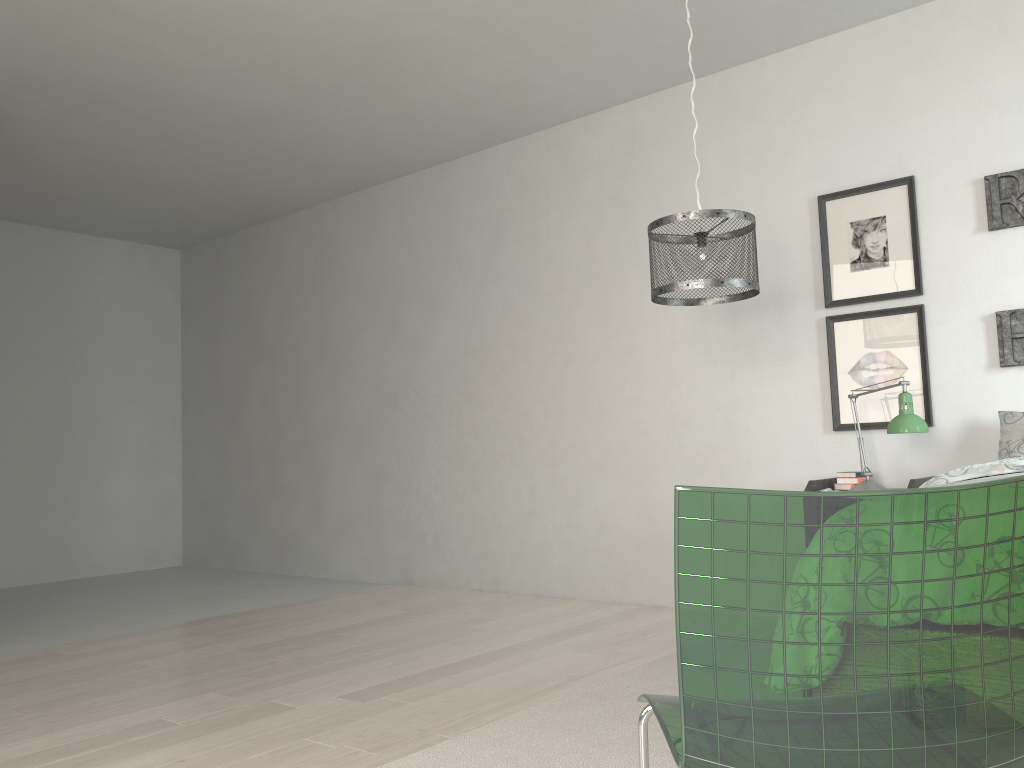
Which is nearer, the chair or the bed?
the chair

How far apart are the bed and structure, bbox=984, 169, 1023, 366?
0.8 meters

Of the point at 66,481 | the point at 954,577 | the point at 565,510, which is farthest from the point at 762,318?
the point at 66,481

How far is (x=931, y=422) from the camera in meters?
3.7

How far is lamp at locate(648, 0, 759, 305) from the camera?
3.0 meters

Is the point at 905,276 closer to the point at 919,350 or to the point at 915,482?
the point at 919,350

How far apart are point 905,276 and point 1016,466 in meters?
1.3

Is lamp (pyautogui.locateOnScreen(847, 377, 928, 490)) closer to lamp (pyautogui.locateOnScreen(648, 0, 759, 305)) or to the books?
the books

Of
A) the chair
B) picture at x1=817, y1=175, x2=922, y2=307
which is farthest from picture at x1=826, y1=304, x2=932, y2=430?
the chair

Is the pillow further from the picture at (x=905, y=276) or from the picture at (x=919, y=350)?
the picture at (x=905, y=276)
